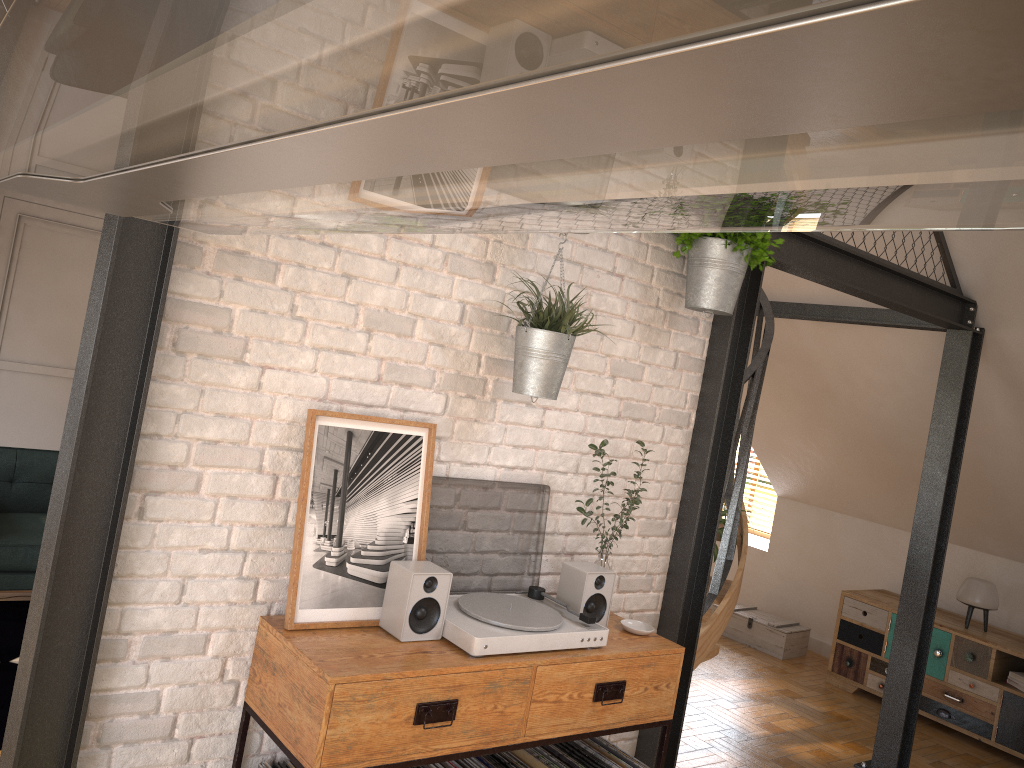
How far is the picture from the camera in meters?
2.4 m

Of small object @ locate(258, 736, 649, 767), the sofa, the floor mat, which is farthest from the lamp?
the sofa

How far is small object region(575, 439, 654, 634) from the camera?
2.9 meters

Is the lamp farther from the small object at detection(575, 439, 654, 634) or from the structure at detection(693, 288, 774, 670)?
the structure at detection(693, 288, 774, 670)

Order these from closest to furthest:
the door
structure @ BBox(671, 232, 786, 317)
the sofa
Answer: structure @ BBox(671, 232, 786, 317), the sofa, the door

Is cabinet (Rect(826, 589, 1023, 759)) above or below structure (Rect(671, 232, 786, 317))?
below

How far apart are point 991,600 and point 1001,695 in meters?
0.6 m

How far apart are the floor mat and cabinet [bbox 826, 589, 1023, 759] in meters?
5.0

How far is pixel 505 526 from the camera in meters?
2.9

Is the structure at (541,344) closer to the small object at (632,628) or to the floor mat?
the small object at (632,628)
